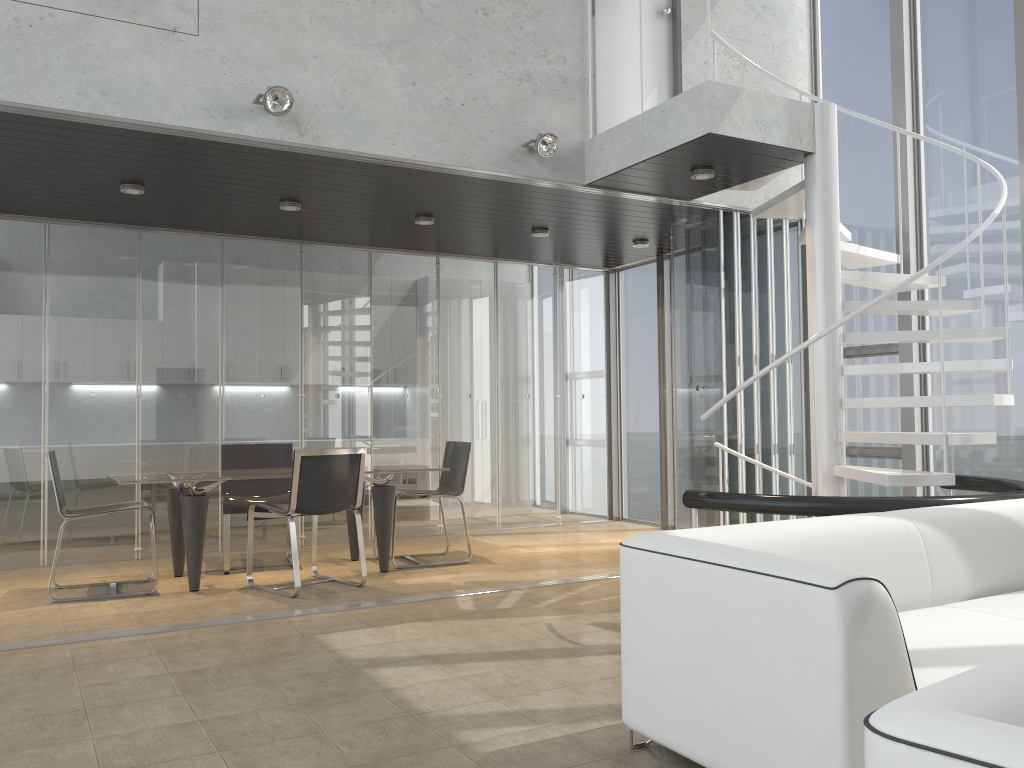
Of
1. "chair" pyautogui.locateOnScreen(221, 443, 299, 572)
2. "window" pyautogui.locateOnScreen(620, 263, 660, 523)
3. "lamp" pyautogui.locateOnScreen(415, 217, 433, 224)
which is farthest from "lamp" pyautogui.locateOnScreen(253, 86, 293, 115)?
"window" pyautogui.locateOnScreen(620, 263, 660, 523)

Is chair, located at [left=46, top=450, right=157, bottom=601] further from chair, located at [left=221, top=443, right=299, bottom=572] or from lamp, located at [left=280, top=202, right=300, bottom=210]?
lamp, located at [left=280, top=202, right=300, bottom=210]

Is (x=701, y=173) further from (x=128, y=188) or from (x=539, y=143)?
(x=128, y=188)

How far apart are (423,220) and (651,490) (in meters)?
3.80

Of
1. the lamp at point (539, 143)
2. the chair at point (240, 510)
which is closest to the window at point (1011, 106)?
the lamp at point (539, 143)

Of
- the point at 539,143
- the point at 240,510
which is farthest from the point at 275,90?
the point at 240,510

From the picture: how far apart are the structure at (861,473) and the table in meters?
2.4 m

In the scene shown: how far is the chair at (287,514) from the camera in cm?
557

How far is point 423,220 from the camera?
7.0 meters

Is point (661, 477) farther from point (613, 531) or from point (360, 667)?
point (360, 667)
